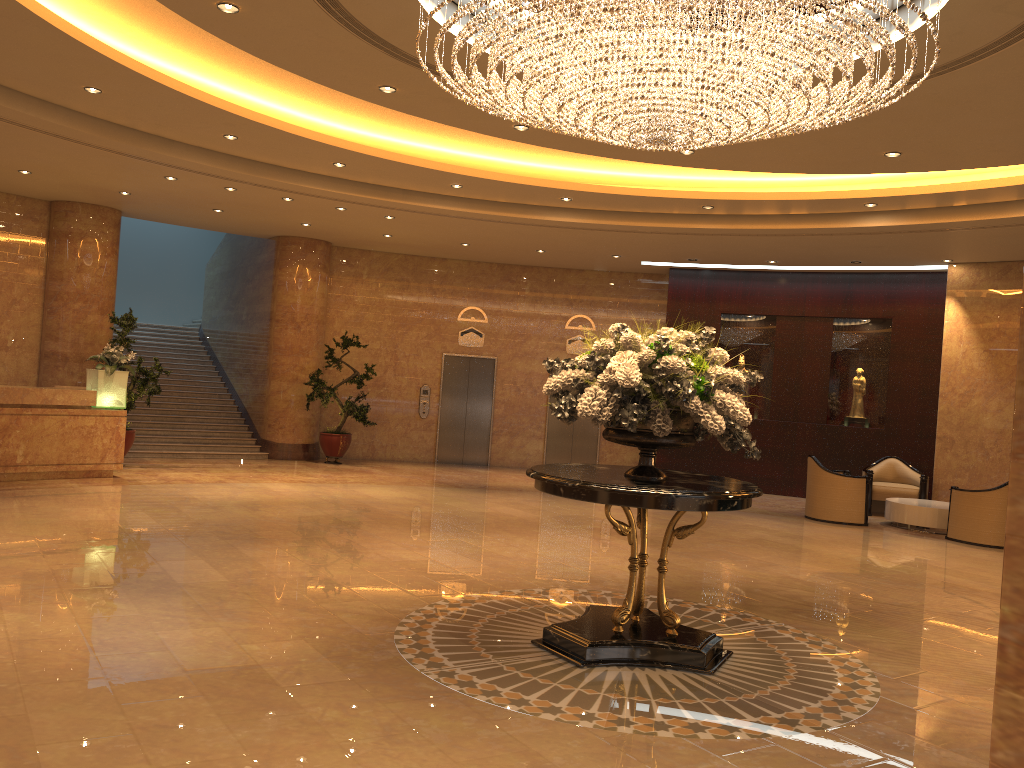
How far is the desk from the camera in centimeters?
1084cm

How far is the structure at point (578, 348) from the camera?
17.4m

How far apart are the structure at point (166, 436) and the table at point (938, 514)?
10.23m

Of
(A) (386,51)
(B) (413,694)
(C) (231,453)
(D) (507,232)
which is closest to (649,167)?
(D) (507,232)

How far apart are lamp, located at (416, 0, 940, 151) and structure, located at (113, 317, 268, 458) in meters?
10.3

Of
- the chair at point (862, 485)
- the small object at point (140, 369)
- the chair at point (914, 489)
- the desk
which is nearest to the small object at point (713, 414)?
the chair at point (862, 485)

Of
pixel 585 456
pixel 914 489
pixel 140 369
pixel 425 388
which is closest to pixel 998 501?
pixel 914 489

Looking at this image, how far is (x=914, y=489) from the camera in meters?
13.5 m

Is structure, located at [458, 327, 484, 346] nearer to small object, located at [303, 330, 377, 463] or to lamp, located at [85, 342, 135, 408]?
small object, located at [303, 330, 377, 463]

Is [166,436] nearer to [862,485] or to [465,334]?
[465,334]
